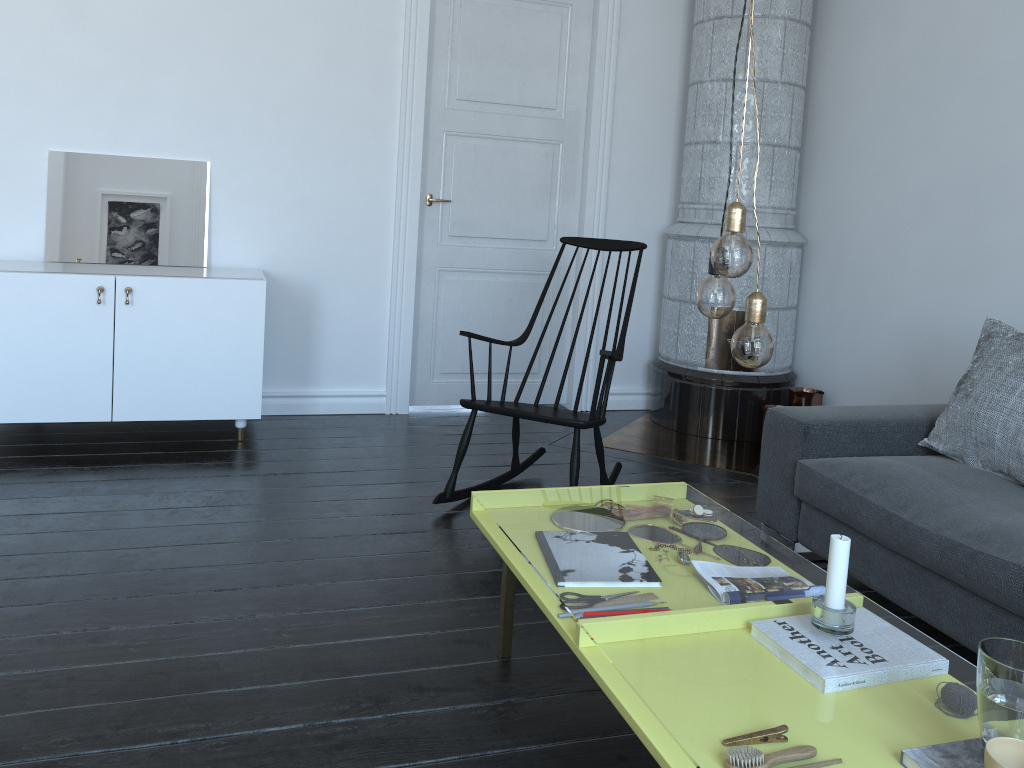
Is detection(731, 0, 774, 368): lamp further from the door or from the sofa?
the door

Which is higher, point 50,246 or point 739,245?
point 739,245

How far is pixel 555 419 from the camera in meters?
3.1 m

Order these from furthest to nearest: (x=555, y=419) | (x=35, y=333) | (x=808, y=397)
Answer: (x=808, y=397)
(x=35, y=333)
(x=555, y=419)

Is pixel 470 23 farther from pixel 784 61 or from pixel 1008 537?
pixel 1008 537

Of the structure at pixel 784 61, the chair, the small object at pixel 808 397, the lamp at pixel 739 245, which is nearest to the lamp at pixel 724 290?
the lamp at pixel 739 245

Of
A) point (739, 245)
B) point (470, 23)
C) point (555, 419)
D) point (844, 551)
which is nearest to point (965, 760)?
point (555, 419)

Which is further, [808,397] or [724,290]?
[808,397]

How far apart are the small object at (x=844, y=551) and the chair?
1.5 meters

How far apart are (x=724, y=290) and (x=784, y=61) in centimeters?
318cm
